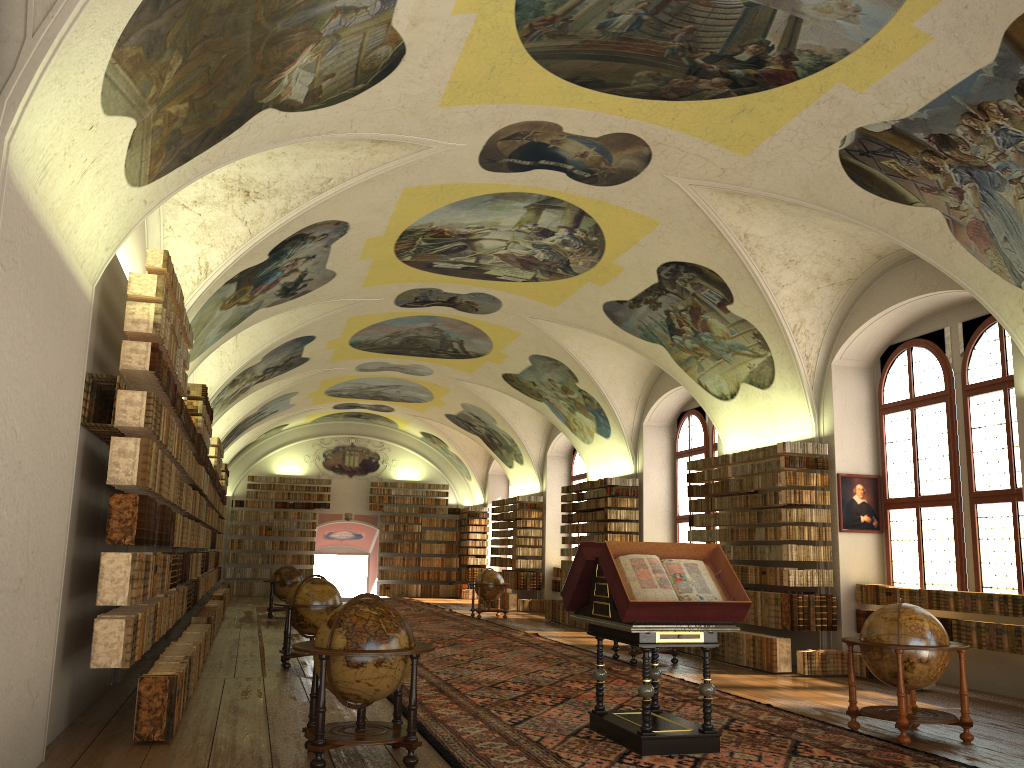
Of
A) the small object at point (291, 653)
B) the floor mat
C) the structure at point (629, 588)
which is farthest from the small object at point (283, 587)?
the structure at point (629, 588)

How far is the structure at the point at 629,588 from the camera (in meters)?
8.14

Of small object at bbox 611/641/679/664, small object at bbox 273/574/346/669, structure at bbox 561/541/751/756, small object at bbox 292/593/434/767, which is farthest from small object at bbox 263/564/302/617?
small object at bbox 292/593/434/767

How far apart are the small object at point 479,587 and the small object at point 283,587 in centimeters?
500cm

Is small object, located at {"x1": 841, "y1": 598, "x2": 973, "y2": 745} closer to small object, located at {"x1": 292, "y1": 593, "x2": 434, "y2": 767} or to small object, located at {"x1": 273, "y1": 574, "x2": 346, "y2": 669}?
small object, located at {"x1": 292, "y1": 593, "x2": 434, "y2": 767}

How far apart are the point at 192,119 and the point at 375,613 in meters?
4.7

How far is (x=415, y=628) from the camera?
21.3m

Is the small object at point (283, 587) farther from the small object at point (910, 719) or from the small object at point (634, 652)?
the small object at point (910, 719)

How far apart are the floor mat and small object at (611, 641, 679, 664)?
0.3m

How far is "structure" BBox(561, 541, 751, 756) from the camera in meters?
8.1
